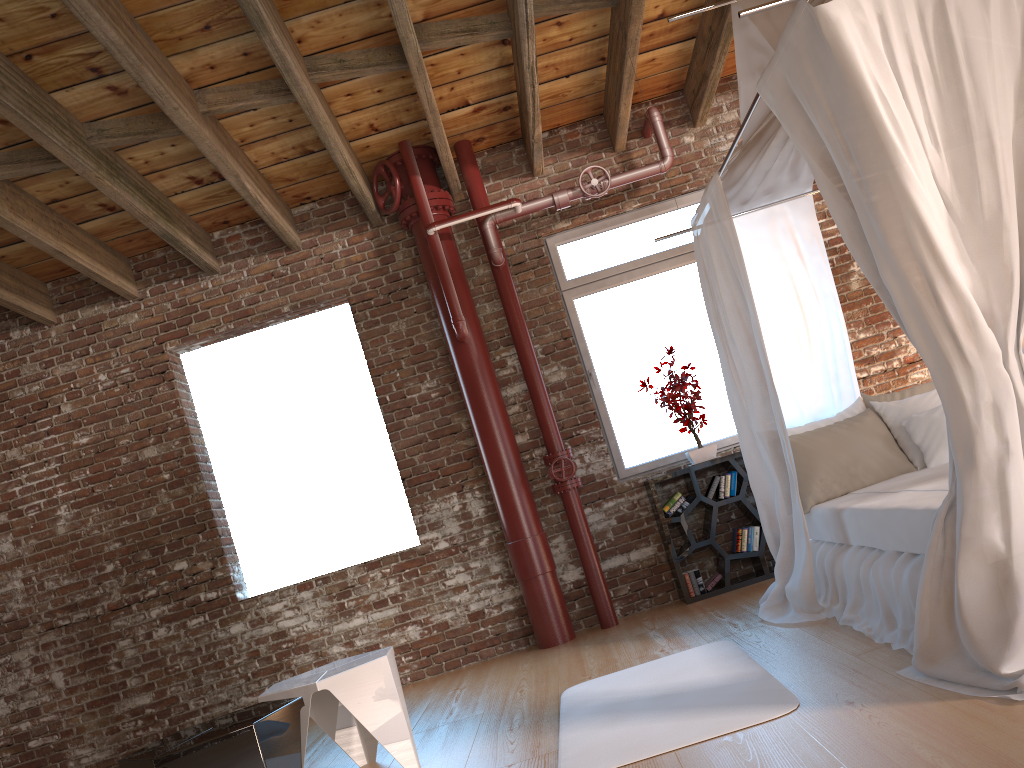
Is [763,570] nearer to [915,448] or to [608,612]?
[608,612]

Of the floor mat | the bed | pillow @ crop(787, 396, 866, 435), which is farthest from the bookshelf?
the floor mat

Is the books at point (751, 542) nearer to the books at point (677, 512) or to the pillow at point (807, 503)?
the books at point (677, 512)

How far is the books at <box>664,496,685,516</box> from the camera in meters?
5.6 m

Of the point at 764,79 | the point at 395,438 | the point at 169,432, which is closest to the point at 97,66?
the point at 169,432

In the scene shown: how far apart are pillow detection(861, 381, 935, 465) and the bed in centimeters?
7cm

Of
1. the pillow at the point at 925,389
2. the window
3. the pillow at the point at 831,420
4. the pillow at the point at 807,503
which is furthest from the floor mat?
the window

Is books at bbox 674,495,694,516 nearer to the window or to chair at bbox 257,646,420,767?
the window

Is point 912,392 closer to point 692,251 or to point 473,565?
point 692,251

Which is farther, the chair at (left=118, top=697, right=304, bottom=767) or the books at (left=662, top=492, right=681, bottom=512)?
the books at (left=662, top=492, right=681, bottom=512)
